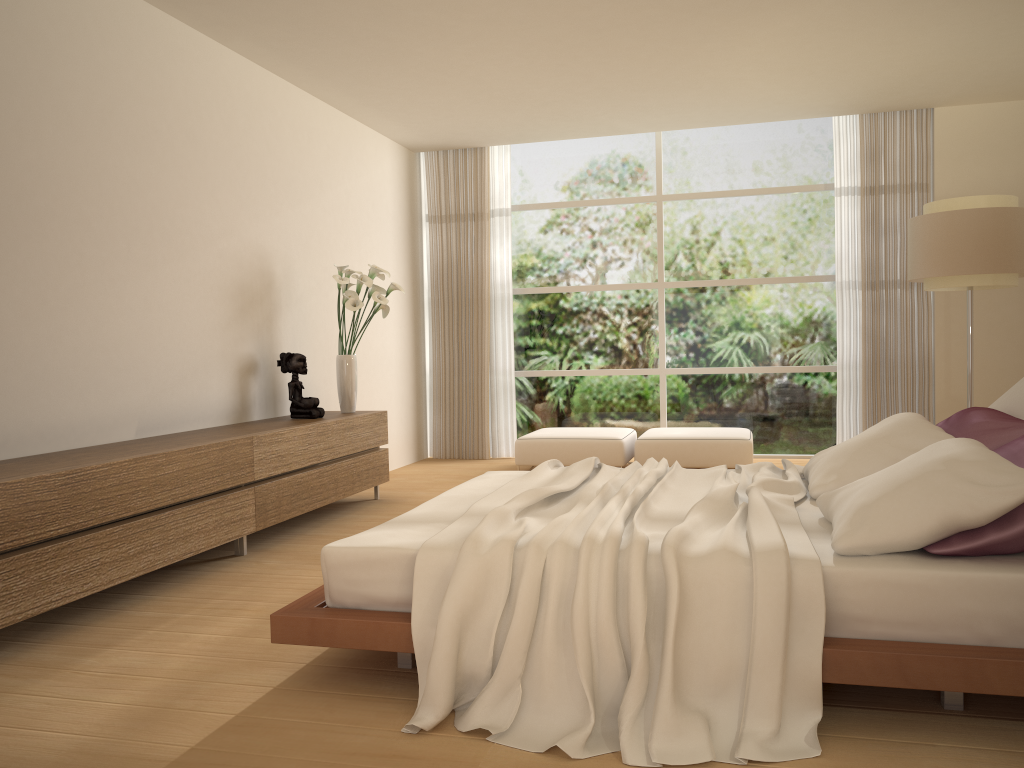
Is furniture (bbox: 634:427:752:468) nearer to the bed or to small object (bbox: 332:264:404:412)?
small object (bbox: 332:264:404:412)

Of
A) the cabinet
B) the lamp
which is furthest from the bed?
the lamp

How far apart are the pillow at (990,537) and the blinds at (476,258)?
5.4 meters

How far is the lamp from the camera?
5.6m

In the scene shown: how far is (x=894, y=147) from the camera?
7.79m

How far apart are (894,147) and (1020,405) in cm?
480

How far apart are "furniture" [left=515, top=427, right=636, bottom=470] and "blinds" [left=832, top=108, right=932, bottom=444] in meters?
1.9 m

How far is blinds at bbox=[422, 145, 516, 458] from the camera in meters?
8.8 m

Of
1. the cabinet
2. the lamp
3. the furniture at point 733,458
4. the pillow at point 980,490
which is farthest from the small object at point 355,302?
the lamp

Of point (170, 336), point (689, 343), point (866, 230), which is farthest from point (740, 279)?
point (170, 336)
